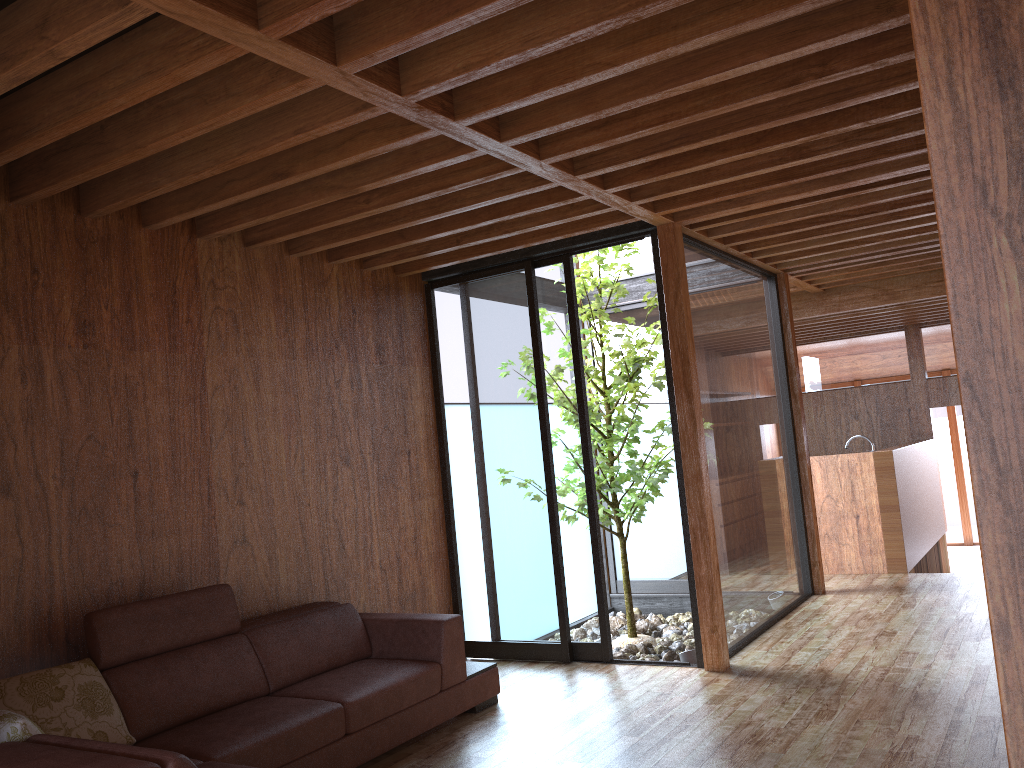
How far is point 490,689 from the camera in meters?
4.2 m

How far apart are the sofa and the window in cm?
75

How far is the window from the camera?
4.95m

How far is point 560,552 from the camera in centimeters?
495cm

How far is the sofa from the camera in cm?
287

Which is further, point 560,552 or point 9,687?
point 560,552

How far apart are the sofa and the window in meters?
0.8 m

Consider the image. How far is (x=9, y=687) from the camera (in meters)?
2.87

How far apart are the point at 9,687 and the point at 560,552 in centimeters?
281cm

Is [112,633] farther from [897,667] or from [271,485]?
[897,667]
